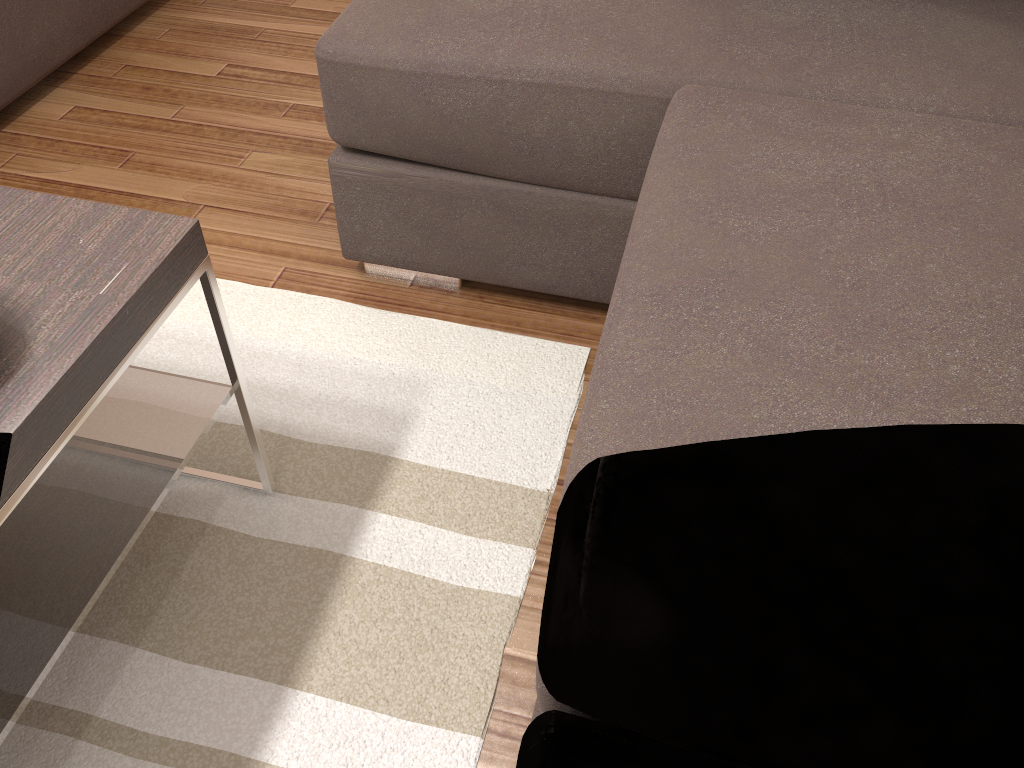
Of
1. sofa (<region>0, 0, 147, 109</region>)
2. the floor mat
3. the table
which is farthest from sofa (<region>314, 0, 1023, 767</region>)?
sofa (<region>0, 0, 147, 109</region>)

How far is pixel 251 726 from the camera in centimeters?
123cm

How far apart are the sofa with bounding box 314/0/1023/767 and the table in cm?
53

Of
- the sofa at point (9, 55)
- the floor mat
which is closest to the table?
the floor mat

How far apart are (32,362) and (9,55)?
1.8m

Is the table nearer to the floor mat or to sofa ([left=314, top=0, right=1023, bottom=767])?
the floor mat

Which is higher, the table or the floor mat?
the table

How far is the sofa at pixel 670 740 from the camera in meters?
0.9

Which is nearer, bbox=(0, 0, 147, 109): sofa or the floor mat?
the floor mat

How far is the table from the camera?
0.9 meters
